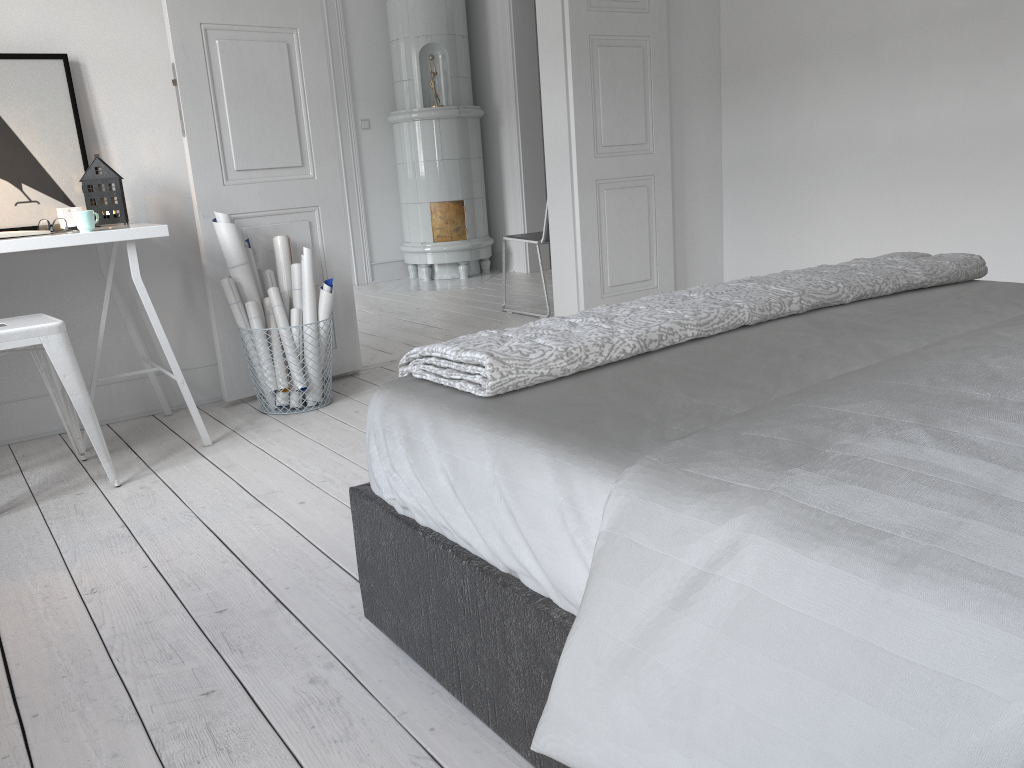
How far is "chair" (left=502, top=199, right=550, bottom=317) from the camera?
5.08m

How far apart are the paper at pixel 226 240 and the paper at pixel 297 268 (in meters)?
0.07

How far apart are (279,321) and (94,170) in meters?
0.8

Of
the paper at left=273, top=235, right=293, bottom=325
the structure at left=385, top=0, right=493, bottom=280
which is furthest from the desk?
the structure at left=385, top=0, right=493, bottom=280

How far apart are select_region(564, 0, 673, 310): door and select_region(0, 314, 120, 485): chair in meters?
2.6 m

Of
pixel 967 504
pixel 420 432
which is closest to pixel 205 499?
pixel 420 432

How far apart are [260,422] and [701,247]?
2.96m

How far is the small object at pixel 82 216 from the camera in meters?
2.8 m

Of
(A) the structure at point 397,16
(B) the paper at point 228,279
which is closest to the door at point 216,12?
(B) the paper at point 228,279

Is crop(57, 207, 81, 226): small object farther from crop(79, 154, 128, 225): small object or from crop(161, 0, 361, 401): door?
crop(161, 0, 361, 401): door
